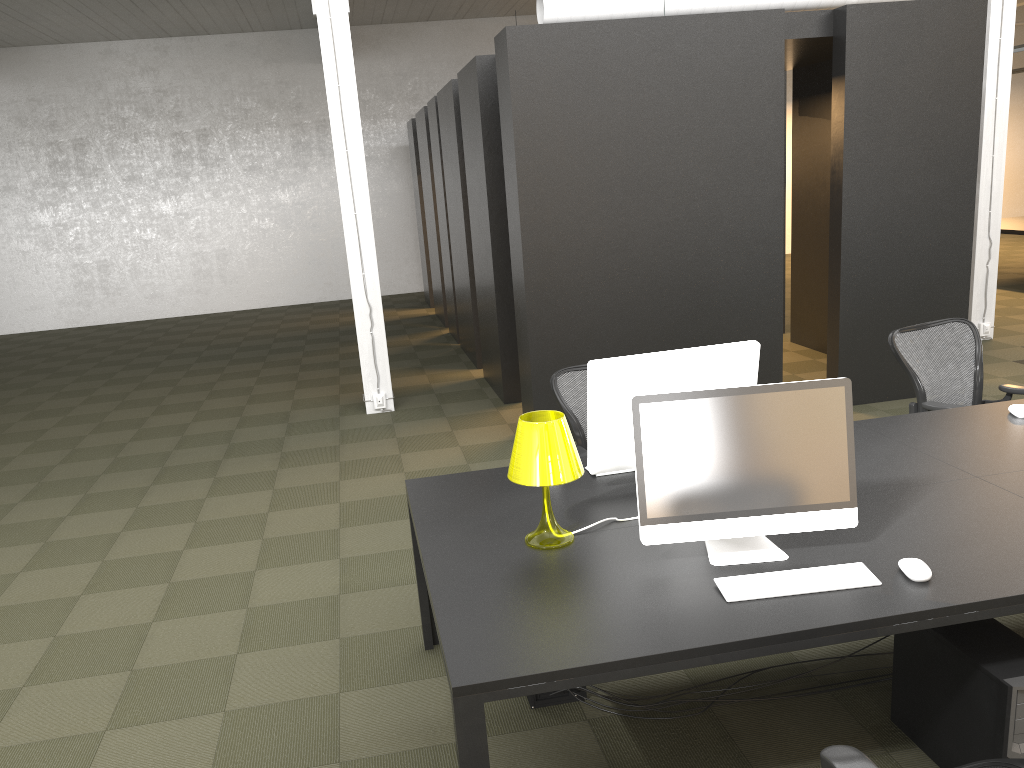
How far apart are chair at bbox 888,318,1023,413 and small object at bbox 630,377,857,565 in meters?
2.0 m

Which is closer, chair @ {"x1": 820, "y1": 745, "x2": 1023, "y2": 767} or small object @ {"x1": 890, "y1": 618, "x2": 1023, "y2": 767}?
chair @ {"x1": 820, "y1": 745, "x2": 1023, "y2": 767}

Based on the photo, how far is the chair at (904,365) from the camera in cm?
456

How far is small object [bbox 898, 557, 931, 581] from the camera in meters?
2.5 m

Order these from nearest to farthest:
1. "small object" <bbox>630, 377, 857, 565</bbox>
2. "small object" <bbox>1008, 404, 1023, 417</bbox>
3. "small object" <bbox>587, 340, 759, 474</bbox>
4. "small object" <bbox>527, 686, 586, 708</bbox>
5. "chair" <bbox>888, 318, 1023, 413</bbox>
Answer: "small object" <bbox>630, 377, 857, 565</bbox> → "small object" <bbox>587, 340, 759, 474</bbox> → "small object" <bbox>527, 686, 586, 708</bbox> → "small object" <bbox>1008, 404, 1023, 417</bbox> → "chair" <bbox>888, 318, 1023, 413</bbox>

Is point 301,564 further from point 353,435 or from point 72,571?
point 353,435

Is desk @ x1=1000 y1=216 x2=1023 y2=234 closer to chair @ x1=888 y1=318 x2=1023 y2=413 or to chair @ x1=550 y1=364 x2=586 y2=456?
chair @ x1=888 y1=318 x2=1023 y2=413

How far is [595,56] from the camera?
5.98m

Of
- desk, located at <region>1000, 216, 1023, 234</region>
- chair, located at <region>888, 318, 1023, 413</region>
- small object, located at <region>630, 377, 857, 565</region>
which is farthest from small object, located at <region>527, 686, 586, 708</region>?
desk, located at <region>1000, 216, 1023, 234</region>

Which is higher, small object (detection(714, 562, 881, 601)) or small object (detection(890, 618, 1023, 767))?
small object (detection(714, 562, 881, 601))
